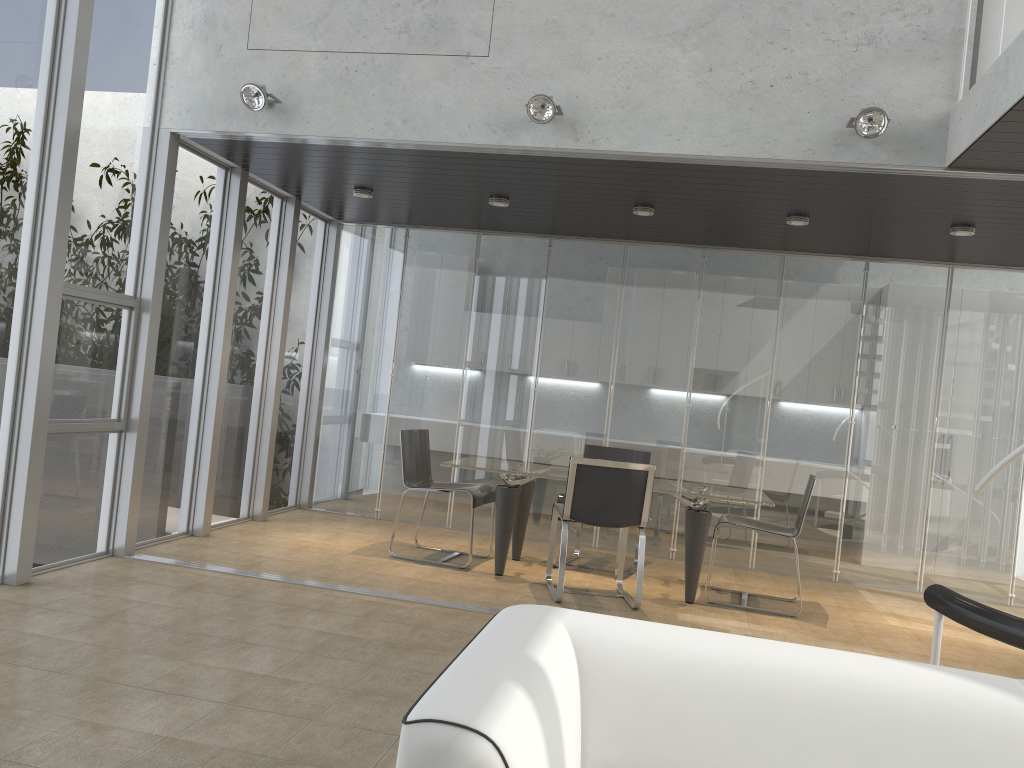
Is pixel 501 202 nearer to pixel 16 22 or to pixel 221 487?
pixel 221 487

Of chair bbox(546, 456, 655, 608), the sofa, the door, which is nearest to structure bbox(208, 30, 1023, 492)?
the door

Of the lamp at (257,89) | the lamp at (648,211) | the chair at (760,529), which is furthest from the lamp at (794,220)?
the lamp at (257,89)

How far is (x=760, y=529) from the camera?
5.9 meters

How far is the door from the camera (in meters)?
4.68

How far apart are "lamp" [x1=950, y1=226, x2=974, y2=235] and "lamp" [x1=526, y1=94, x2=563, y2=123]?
2.97m

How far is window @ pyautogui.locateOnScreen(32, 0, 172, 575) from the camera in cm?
500

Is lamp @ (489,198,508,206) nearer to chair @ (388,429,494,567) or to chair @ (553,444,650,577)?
chair @ (388,429,494,567)

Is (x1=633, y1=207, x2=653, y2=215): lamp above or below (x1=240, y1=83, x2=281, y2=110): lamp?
below

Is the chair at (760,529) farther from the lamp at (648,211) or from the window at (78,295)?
the window at (78,295)
